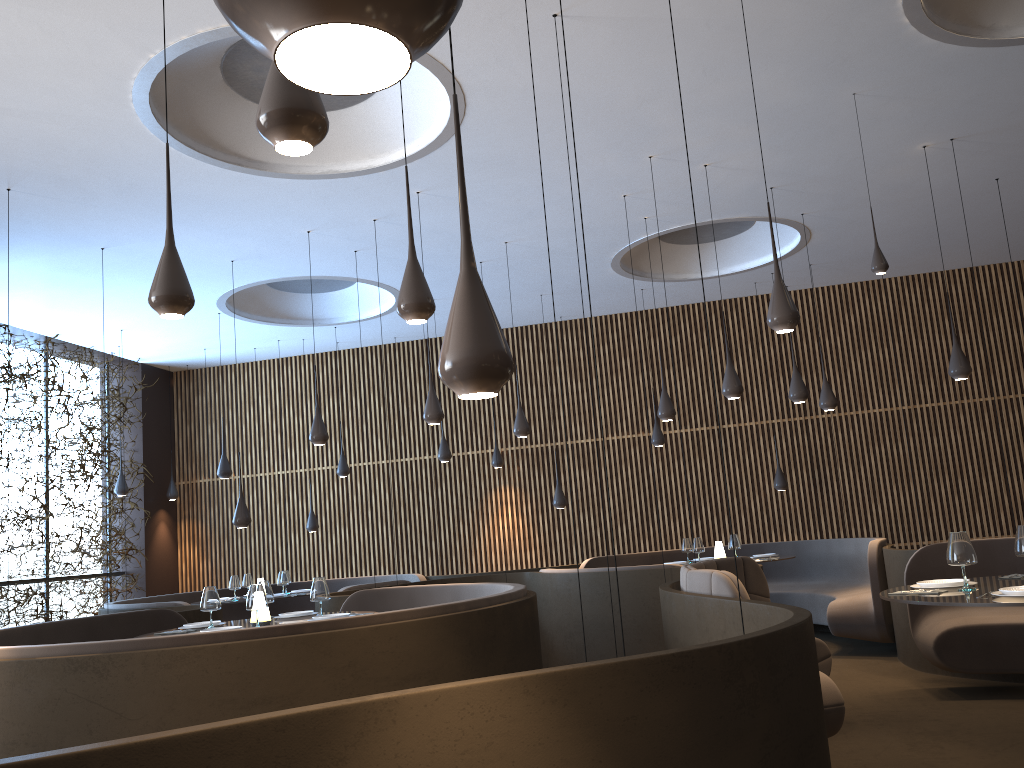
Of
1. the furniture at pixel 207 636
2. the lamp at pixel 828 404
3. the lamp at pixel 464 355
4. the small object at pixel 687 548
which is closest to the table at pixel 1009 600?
the furniture at pixel 207 636

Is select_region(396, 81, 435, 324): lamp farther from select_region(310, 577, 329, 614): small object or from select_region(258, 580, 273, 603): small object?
select_region(258, 580, 273, 603): small object

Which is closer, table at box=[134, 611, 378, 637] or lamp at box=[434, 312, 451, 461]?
table at box=[134, 611, 378, 637]

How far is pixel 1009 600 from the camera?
3.91m

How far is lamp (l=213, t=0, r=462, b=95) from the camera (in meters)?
0.62

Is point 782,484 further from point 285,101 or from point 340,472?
point 285,101

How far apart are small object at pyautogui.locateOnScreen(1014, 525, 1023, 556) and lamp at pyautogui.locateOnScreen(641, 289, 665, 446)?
7.2m

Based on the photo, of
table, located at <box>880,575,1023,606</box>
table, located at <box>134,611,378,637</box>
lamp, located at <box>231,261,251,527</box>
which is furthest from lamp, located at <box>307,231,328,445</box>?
table, located at <box>880,575,1023,606</box>

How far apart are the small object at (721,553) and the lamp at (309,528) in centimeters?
606cm

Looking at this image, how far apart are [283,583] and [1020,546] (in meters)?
8.32
